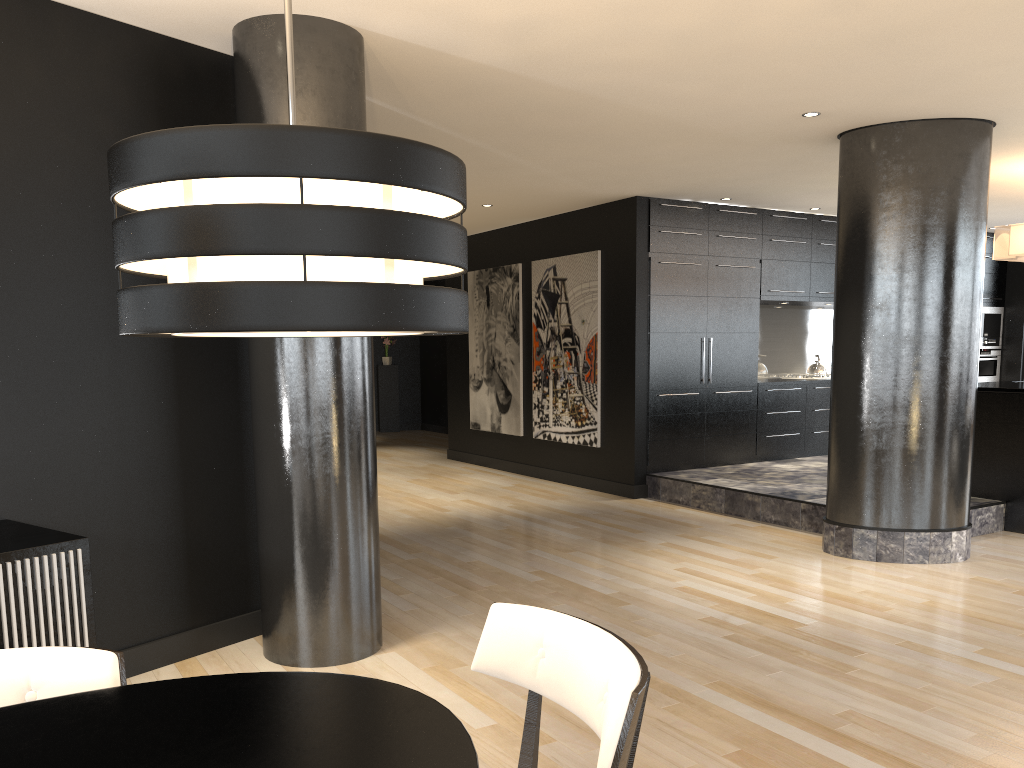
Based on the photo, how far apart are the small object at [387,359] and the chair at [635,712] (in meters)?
13.28

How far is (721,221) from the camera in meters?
8.5 m

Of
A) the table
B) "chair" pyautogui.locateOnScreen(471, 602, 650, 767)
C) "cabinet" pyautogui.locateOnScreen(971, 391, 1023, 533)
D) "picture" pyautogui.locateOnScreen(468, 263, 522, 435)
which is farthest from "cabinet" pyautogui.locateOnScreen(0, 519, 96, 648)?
"picture" pyautogui.locateOnScreen(468, 263, 522, 435)

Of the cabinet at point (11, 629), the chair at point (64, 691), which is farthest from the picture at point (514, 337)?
the chair at point (64, 691)

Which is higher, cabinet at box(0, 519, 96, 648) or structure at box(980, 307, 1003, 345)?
structure at box(980, 307, 1003, 345)

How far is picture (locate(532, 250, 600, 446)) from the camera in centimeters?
860cm

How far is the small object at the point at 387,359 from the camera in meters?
15.1 m

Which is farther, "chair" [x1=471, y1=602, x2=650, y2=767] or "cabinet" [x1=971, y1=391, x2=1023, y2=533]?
"cabinet" [x1=971, y1=391, x2=1023, y2=533]

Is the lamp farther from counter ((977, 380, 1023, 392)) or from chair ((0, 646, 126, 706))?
counter ((977, 380, 1023, 392))

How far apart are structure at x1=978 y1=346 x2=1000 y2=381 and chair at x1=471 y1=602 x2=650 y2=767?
10.61m
